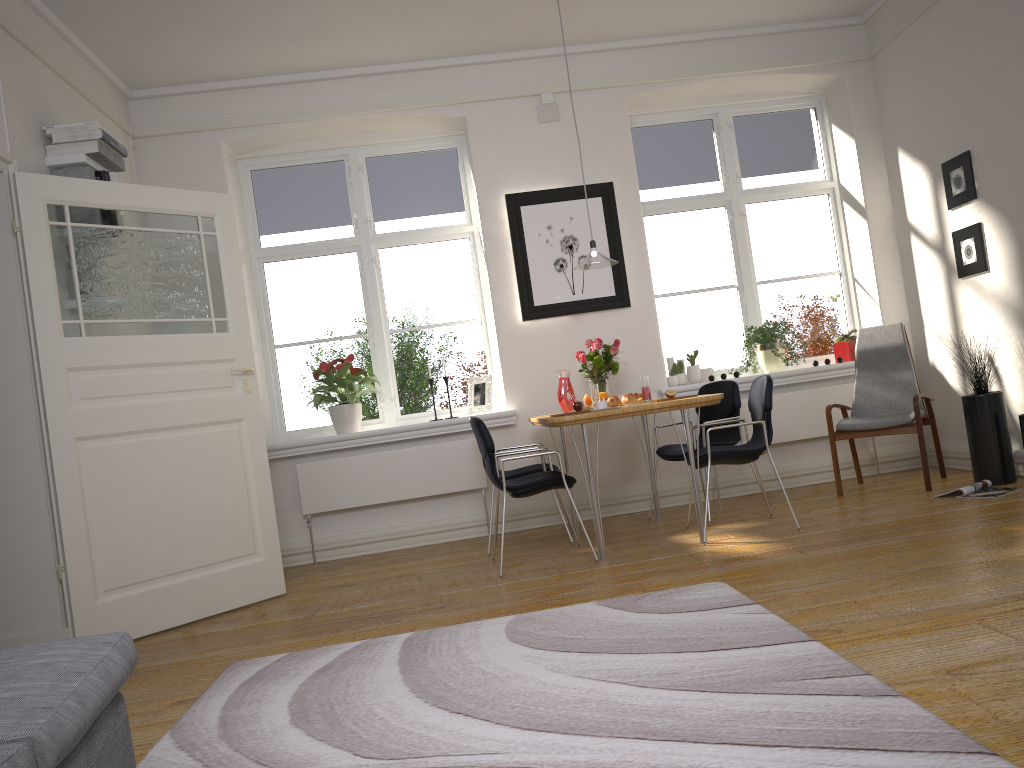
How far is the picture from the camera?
6.1m

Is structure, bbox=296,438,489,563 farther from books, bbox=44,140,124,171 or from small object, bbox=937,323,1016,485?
small object, bbox=937,323,1016,485

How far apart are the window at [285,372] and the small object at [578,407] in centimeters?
165cm

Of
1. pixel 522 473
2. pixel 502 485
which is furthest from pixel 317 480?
pixel 502 485

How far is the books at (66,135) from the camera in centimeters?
449cm

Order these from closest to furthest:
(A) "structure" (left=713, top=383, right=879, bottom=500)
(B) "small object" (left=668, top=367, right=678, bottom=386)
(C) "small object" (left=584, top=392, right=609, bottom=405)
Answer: (C) "small object" (left=584, top=392, right=609, bottom=405)
(A) "structure" (left=713, top=383, right=879, bottom=500)
(B) "small object" (left=668, top=367, right=678, bottom=386)

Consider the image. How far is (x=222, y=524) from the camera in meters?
4.5 m

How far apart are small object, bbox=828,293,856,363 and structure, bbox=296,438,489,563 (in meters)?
2.66

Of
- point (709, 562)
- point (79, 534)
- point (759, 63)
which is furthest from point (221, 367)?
point (759, 63)

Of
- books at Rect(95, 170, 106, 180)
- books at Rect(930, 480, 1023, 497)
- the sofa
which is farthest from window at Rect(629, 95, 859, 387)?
the sofa
